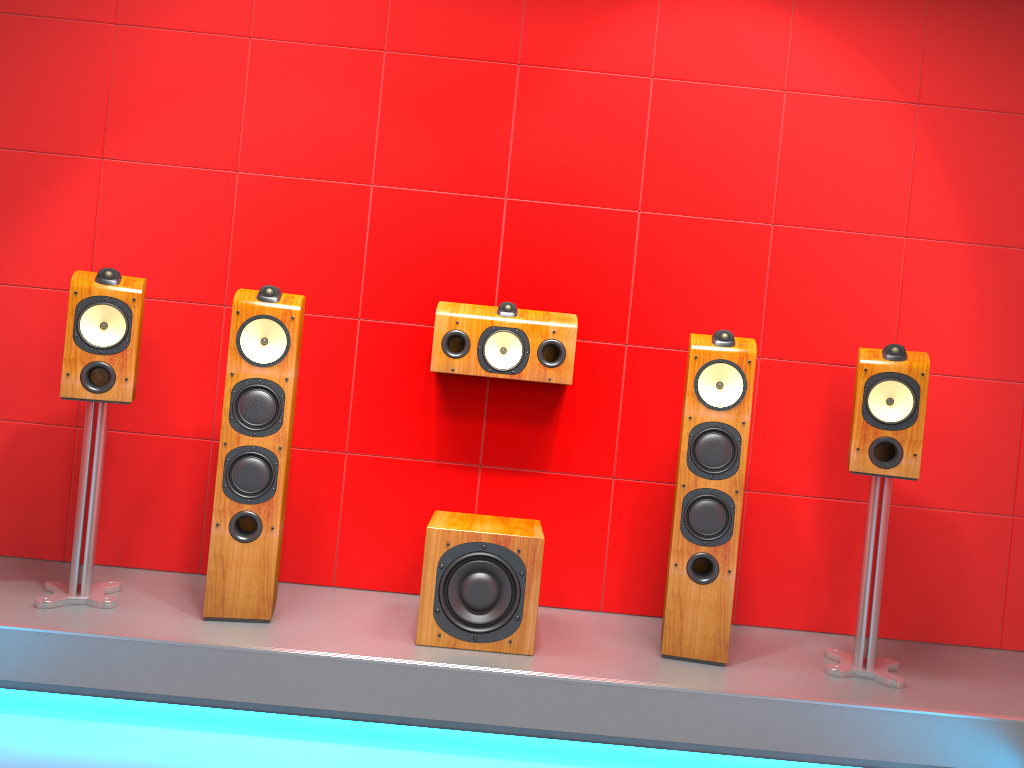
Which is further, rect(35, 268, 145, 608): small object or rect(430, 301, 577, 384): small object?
rect(430, 301, 577, 384): small object

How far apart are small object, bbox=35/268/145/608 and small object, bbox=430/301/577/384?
0.9 meters

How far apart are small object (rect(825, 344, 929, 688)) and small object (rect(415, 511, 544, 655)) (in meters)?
0.95

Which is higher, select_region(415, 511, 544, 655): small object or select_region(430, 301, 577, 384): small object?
select_region(430, 301, 577, 384): small object

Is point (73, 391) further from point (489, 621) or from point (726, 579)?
point (726, 579)

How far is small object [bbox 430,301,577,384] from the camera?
3.1m

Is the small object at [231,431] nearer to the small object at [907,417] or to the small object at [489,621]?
the small object at [489,621]

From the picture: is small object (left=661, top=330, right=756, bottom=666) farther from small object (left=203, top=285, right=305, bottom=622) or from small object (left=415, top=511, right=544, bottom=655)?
small object (left=203, top=285, right=305, bottom=622)

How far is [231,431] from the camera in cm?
273

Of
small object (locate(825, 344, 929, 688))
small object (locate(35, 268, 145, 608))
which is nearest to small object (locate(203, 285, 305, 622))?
small object (locate(35, 268, 145, 608))
